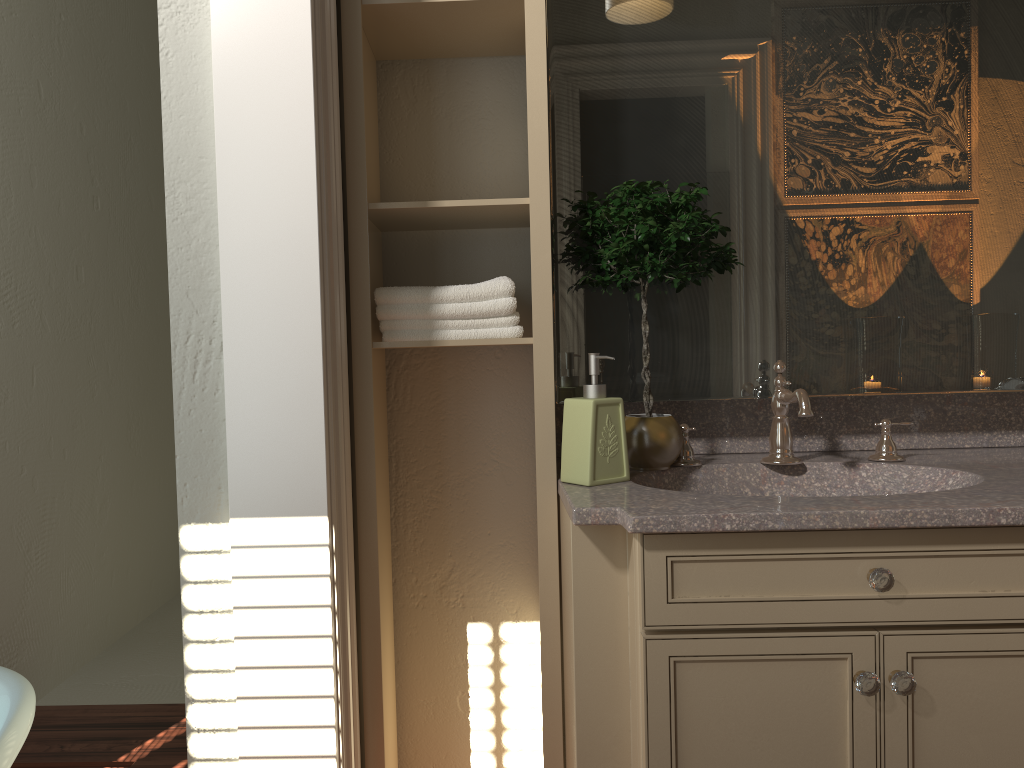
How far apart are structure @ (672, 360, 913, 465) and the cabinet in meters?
0.3

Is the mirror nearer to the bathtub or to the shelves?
the shelves

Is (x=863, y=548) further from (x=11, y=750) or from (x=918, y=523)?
(x=11, y=750)

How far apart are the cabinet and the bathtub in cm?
84

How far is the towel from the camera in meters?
1.7 m

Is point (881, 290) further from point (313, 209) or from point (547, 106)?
point (313, 209)

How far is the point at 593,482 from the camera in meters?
1.6 m

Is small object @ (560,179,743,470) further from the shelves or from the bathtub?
the bathtub

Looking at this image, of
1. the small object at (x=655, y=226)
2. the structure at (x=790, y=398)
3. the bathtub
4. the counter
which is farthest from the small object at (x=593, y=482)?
the bathtub

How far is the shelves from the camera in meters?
1.6
